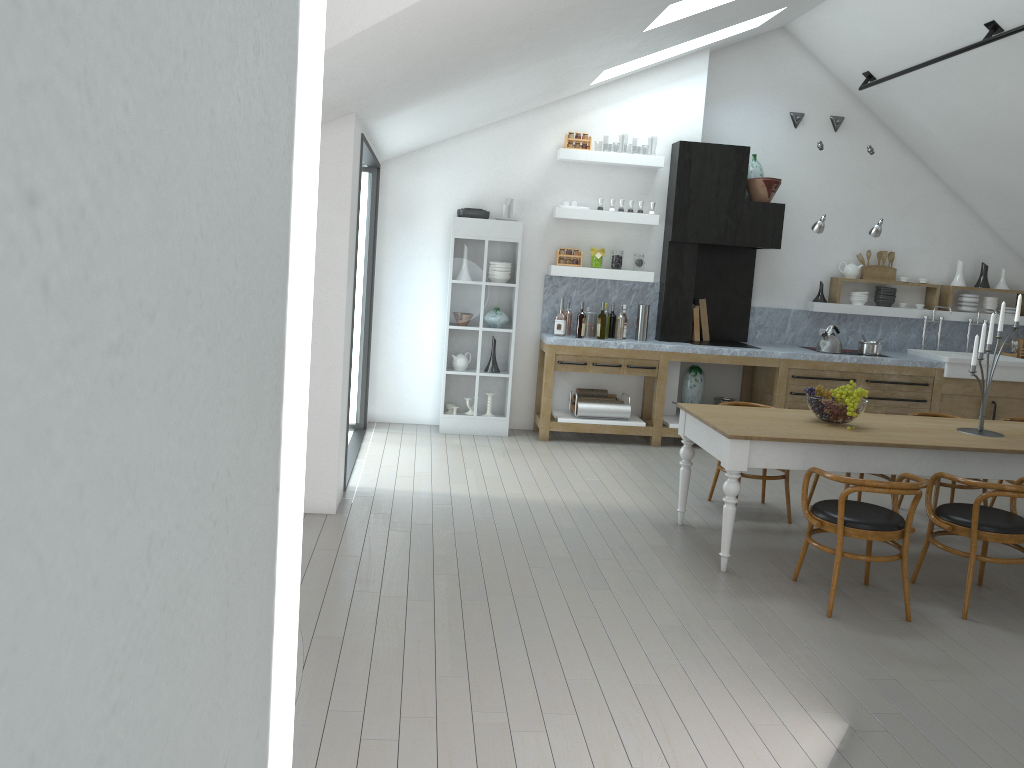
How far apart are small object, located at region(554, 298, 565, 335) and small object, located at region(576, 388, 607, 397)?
0.6m

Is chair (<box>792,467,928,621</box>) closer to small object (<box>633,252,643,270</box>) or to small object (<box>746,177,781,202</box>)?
Answer: small object (<box>633,252,643,270</box>)

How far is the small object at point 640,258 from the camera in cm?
836

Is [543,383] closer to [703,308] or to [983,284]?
[703,308]

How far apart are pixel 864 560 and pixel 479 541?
2.12m

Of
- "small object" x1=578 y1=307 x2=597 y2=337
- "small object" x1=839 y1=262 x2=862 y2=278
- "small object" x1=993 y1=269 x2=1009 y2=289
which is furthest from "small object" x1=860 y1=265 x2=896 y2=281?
"small object" x1=578 y1=307 x2=597 y2=337

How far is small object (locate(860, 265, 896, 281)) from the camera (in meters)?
9.13

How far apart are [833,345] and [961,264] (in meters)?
1.89

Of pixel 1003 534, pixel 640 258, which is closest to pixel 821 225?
pixel 640 258

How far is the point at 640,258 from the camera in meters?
8.4 m
